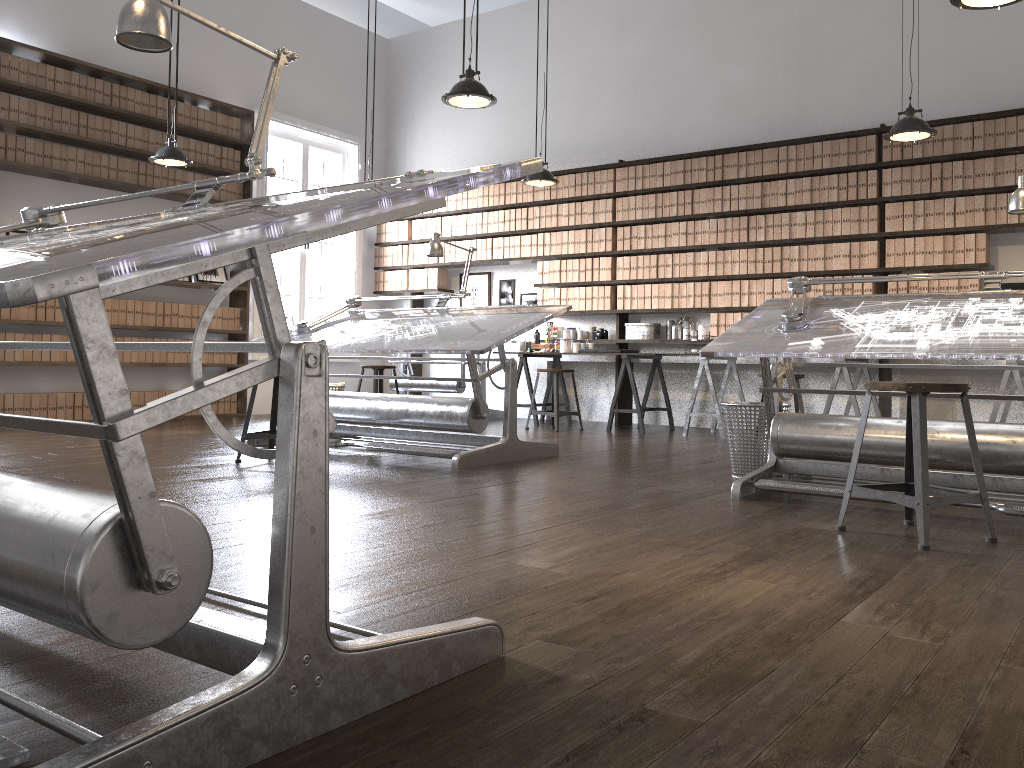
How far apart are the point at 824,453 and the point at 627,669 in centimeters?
238cm

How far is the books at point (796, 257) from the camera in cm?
718

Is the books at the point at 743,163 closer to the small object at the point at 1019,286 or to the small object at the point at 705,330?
the small object at the point at 705,330

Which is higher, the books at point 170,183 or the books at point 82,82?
the books at point 82,82

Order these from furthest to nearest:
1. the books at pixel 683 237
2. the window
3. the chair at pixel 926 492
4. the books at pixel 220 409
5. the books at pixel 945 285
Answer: the window
the books at pixel 220 409
the books at pixel 683 237
the books at pixel 945 285
the chair at pixel 926 492

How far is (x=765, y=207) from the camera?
7.3 meters

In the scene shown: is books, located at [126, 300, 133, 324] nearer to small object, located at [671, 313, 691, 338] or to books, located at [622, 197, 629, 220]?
books, located at [622, 197, 629, 220]

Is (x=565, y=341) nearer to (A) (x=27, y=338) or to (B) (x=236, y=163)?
(B) (x=236, y=163)

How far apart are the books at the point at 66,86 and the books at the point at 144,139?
0.72m

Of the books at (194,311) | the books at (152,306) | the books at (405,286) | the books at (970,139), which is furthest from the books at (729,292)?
the books at (152,306)
